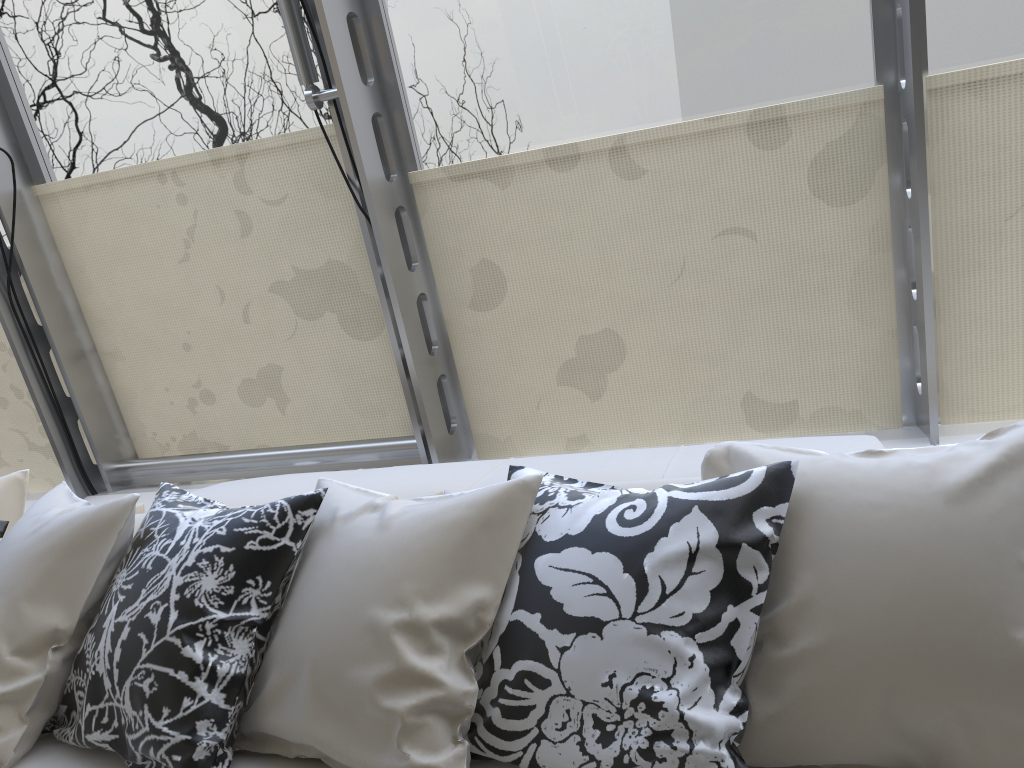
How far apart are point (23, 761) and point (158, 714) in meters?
0.4 m

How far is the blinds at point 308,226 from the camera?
3.0m

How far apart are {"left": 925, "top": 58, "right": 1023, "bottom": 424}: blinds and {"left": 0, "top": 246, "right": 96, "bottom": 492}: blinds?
3.43m

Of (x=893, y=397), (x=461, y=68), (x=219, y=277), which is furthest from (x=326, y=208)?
(x=893, y=397)

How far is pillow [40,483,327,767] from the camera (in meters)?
1.54

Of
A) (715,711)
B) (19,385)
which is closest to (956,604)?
(715,711)

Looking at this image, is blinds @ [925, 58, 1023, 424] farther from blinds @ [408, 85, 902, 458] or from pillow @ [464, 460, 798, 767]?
pillow @ [464, 460, 798, 767]

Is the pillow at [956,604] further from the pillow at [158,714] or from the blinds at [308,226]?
the blinds at [308,226]

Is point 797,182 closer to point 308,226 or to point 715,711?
point 308,226

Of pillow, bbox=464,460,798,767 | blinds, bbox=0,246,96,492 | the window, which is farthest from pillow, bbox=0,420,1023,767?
blinds, bbox=0,246,96,492
